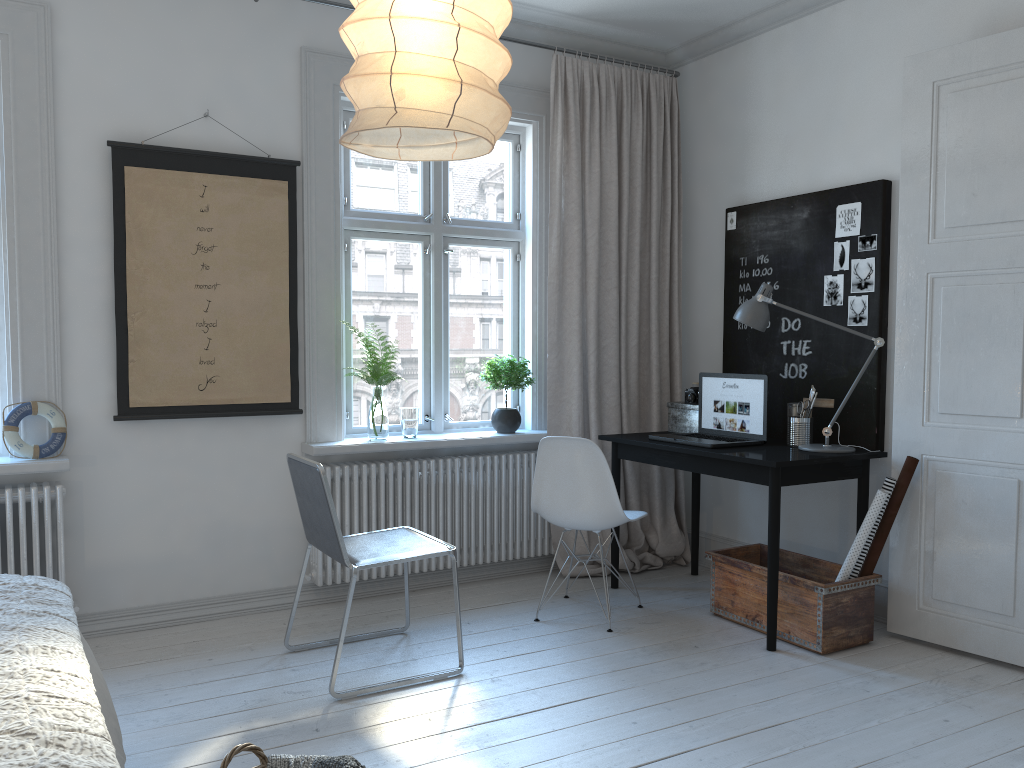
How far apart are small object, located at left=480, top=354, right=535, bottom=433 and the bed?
2.6 meters

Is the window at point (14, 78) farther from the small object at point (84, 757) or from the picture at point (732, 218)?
the picture at point (732, 218)

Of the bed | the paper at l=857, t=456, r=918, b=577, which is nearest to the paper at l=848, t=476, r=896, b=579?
the paper at l=857, t=456, r=918, b=577

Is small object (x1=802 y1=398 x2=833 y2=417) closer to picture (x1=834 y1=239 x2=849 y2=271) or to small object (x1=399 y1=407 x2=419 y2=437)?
picture (x1=834 y1=239 x2=849 y2=271)

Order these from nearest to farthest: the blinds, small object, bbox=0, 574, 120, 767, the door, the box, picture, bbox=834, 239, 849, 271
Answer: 1. small object, bbox=0, 574, 120, 767
2. the door
3. picture, bbox=834, 239, 849, 271
4. the box
5. the blinds

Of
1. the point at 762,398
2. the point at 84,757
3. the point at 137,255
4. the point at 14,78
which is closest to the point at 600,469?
the point at 762,398

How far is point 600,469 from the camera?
3.7 meters

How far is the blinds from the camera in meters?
4.5

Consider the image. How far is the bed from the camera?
1.63m

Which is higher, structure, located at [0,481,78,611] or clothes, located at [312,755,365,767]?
structure, located at [0,481,78,611]
